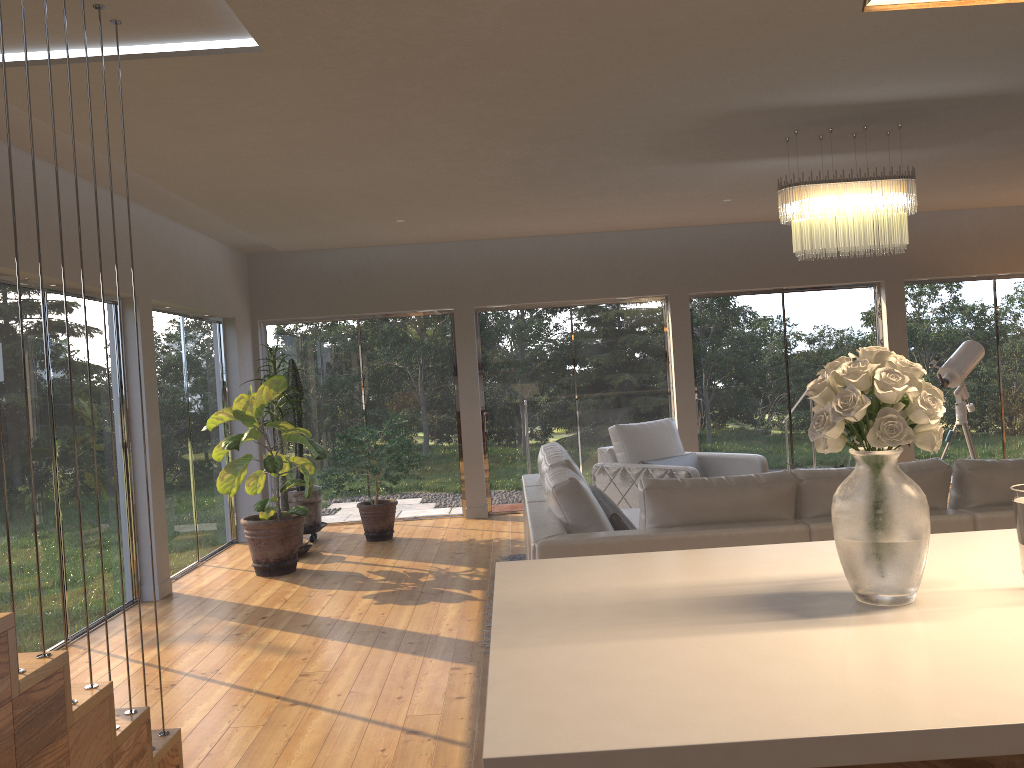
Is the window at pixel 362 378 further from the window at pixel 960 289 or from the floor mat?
the window at pixel 960 289

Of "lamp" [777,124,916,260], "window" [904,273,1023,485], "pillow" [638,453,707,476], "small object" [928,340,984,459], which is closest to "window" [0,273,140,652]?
"pillow" [638,453,707,476]

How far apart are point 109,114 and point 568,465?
2.8m

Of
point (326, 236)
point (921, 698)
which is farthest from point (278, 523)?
point (921, 698)

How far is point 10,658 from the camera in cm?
225

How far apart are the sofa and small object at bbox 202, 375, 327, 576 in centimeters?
194cm

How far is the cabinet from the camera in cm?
103

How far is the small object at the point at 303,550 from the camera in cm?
746

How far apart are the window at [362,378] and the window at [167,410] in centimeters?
71cm

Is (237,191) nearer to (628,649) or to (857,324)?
(628,649)
